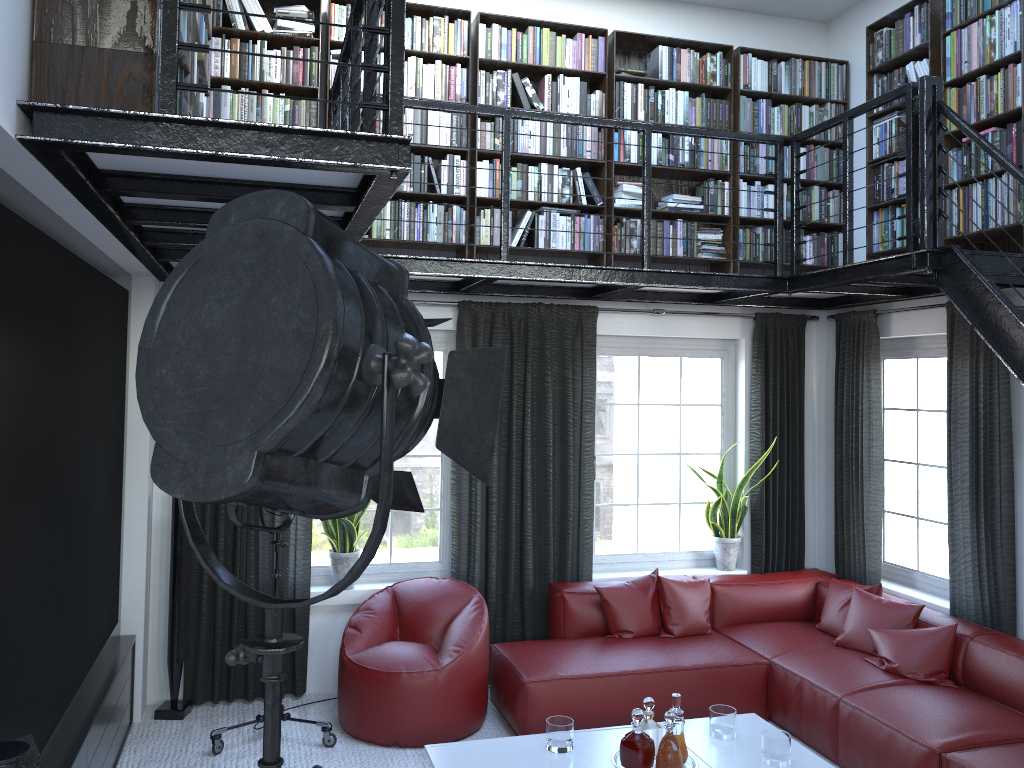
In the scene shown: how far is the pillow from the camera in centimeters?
463cm

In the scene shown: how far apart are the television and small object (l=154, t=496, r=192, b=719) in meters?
0.2

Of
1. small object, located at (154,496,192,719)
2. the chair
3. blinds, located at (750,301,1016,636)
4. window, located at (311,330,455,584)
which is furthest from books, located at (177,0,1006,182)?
the chair

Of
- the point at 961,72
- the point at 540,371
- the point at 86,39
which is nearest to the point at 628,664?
the point at 540,371

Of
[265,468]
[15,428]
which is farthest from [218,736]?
[265,468]

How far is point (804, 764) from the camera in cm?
387

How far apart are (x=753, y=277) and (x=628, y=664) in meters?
2.3

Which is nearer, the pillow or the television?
the television

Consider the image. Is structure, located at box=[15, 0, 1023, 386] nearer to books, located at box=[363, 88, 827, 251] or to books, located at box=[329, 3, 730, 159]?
books, located at box=[363, 88, 827, 251]

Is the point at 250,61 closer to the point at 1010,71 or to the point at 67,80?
the point at 67,80
